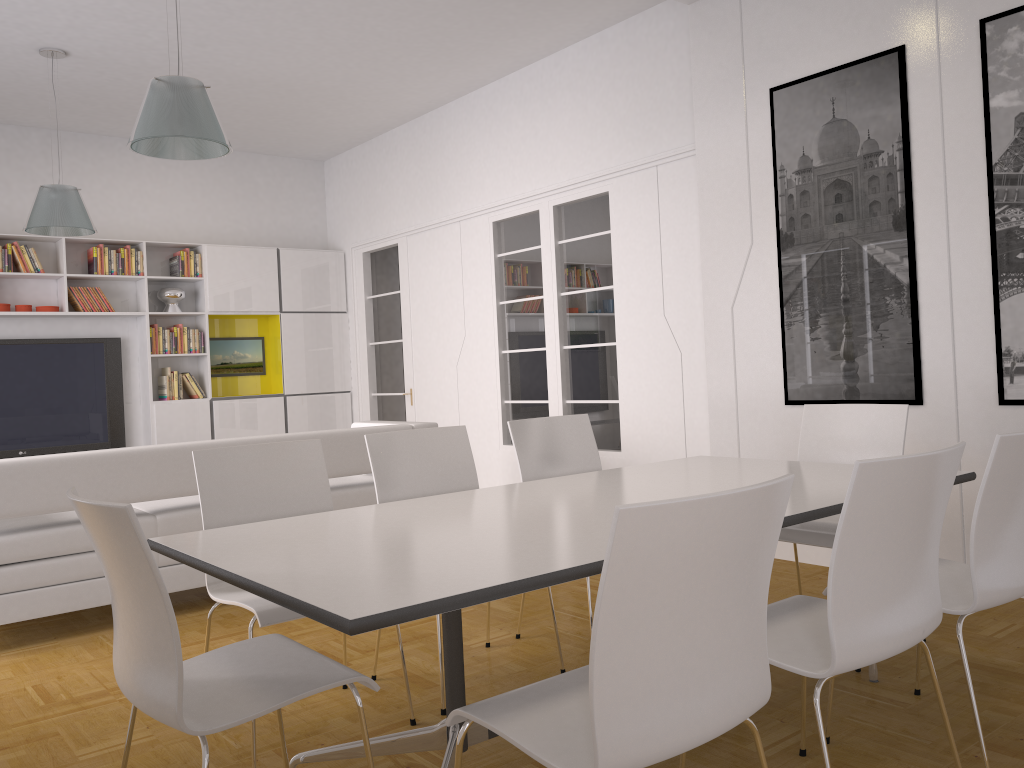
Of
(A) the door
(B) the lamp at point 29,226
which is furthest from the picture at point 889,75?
(B) the lamp at point 29,226

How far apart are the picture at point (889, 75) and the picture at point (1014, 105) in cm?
38

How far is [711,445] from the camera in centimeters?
541cm

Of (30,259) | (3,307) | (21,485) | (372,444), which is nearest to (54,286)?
(30,259)

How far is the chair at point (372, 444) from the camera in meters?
3.4 m

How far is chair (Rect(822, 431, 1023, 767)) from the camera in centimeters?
229cm

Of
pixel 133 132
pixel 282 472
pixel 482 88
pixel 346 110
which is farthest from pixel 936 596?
pixel 346 110

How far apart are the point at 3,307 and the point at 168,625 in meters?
6.7 m

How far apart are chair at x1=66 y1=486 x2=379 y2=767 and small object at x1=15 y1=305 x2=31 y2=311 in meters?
6.4

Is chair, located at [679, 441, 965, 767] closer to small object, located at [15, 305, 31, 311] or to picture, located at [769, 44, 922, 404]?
picture, located at [769, 44, 922, 404]
